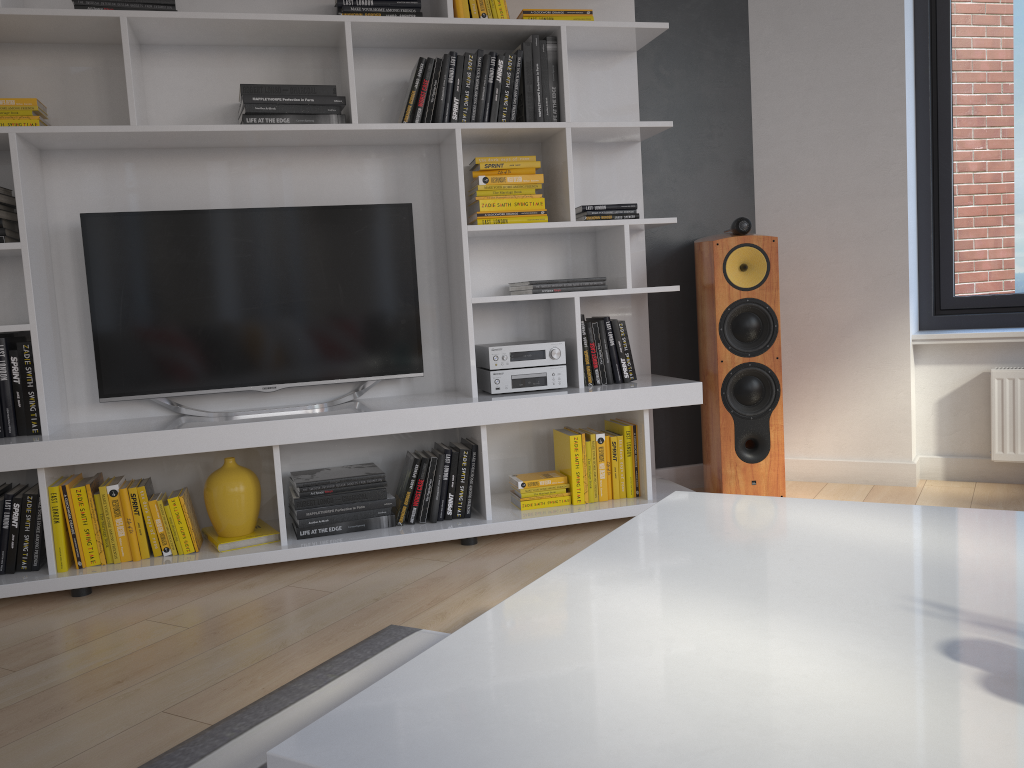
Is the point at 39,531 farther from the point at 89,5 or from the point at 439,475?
the point at 89,5

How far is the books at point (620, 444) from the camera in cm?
326

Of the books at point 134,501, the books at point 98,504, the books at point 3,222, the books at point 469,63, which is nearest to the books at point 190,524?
the books at point 134,501

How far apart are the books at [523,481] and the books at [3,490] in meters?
1.7

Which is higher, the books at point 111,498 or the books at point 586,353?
the books at point 586,353

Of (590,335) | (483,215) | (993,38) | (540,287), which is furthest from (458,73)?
(993,38)

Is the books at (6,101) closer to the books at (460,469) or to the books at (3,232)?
the books at (3,232)

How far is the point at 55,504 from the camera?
2.73m

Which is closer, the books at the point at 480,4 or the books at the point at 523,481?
the books at the point at 480,4

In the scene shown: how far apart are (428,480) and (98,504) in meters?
1.1
